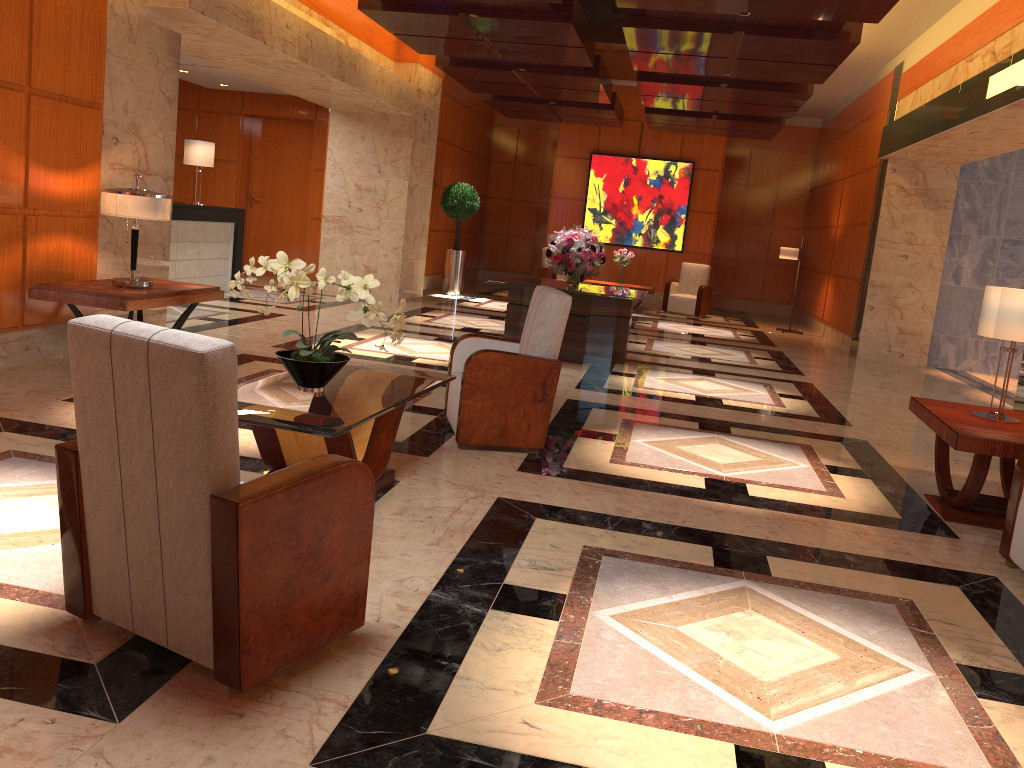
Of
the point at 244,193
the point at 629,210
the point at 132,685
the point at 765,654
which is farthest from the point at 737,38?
the point at 244,193

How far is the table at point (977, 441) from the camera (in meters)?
4.39

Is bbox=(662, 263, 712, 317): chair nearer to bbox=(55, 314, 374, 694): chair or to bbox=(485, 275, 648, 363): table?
bbox=(485, 275, 648, 363): table

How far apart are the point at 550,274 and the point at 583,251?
7.3m

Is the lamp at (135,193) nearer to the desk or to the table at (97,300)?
the table at (97,300)

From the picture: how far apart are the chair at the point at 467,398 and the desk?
6.27m

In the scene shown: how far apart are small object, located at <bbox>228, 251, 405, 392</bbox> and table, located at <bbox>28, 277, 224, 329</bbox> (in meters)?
2.25

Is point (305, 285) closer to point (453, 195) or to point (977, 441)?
point (977, 441)

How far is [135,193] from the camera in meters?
5.9 m

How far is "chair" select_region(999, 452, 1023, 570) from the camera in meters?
4.0 m
